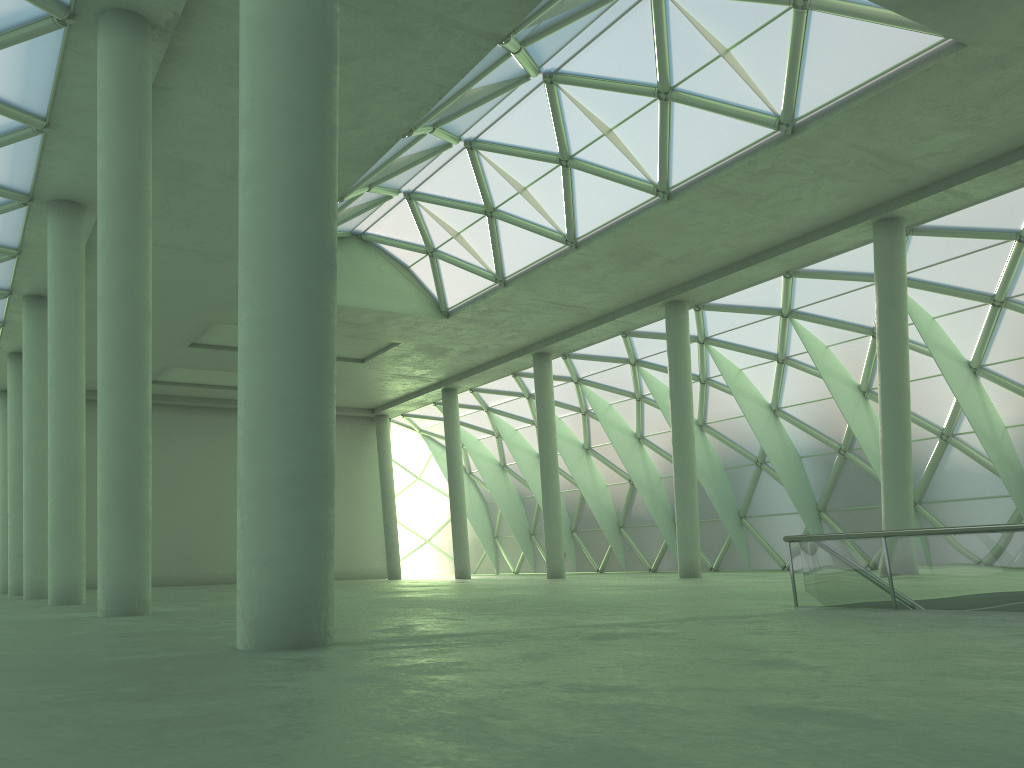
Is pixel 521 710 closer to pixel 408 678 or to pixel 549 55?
pixel 408 678
